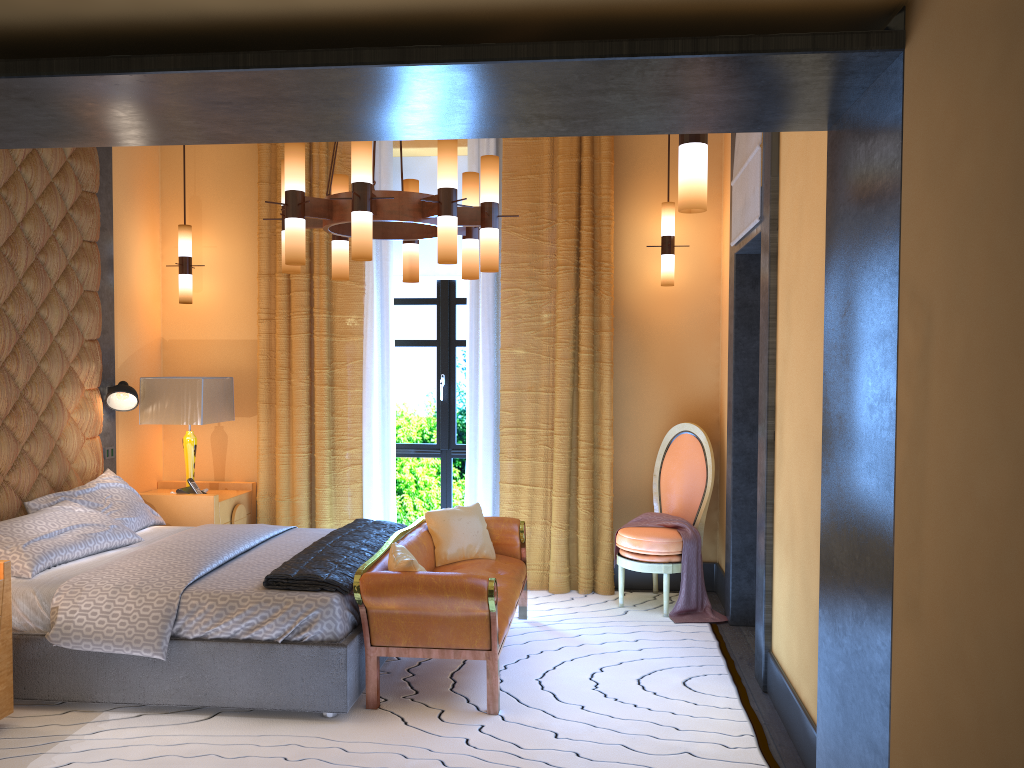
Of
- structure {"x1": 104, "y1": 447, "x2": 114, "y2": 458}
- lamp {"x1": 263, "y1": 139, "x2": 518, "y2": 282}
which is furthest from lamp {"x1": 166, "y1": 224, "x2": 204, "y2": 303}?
lamp {"x1": 263, "y1": 139, "x2": 518, "y2": 282}

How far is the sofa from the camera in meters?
3.8 m

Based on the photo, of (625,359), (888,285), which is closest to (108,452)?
(625,359)

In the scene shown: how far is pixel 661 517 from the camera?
5.56m

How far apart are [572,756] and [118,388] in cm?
360

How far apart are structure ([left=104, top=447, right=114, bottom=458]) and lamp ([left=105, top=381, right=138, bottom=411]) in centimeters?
27cm

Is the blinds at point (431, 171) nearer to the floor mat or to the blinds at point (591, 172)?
the blinds at point (591, 172)

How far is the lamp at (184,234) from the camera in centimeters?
603cm

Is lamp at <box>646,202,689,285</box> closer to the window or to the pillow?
the window

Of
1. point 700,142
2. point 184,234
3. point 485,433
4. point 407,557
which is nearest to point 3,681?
point 407,557
